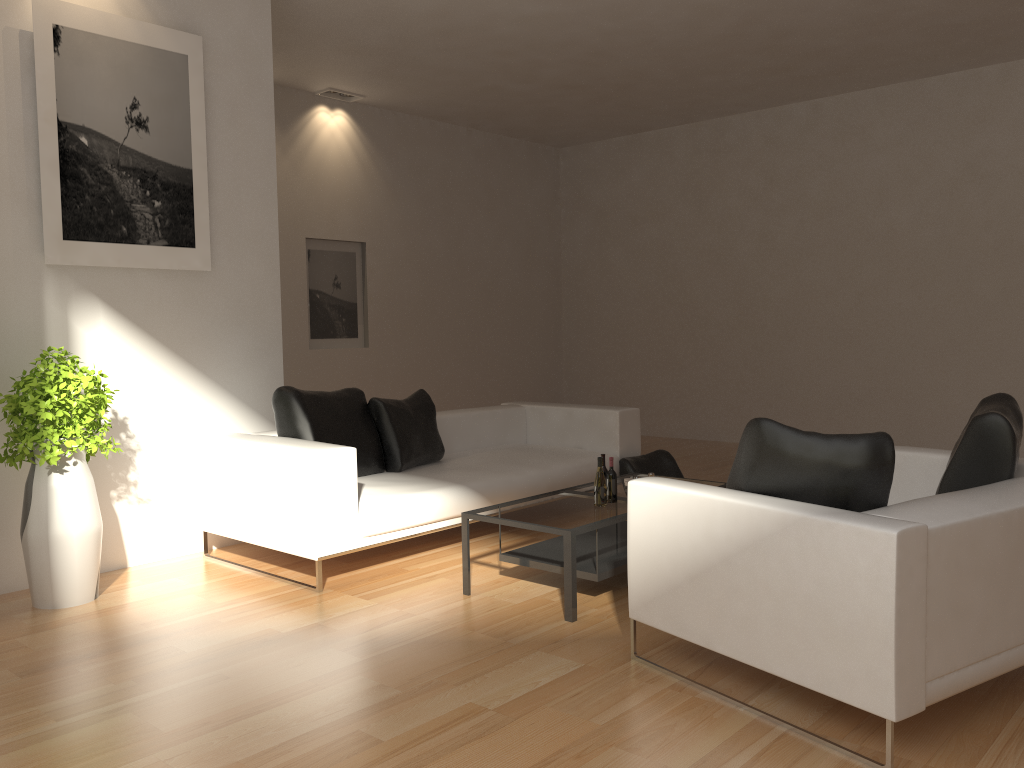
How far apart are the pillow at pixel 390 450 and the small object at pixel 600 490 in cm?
160

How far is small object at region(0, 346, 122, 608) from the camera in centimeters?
434cm

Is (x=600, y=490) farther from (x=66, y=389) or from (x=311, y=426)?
(x=66, y=389)

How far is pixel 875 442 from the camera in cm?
Answer: 298

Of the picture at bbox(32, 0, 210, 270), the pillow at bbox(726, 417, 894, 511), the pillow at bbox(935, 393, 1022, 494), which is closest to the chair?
the pillow at bbox(726, 417, 894, 511)

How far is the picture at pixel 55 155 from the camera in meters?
4.8

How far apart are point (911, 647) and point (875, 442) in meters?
0.7

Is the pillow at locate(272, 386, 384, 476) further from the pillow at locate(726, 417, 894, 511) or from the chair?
the pillow at locate(726, 417, 894, 511)

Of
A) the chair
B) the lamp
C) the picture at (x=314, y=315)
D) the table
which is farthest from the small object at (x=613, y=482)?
the lamp

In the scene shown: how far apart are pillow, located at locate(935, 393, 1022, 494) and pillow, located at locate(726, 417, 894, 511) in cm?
75
